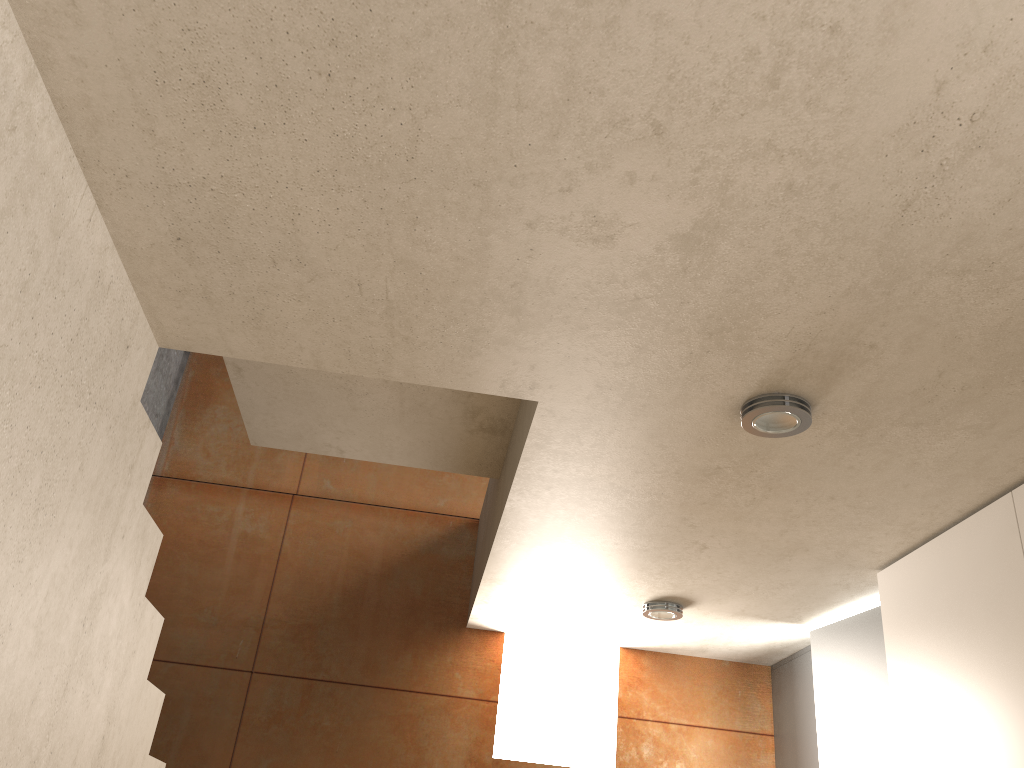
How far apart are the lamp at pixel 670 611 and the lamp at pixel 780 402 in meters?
1.7 m

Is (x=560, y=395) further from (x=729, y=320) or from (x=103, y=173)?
(x=103, y=173)

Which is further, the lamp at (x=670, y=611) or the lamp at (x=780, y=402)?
the lamp at (x=670, y=611)

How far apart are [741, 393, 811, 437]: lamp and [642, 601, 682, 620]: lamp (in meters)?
1.69

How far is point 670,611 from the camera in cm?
381

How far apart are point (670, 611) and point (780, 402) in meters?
1.9

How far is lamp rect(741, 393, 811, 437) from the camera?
2.2m

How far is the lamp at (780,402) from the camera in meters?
2.2

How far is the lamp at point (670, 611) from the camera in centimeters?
381cm
